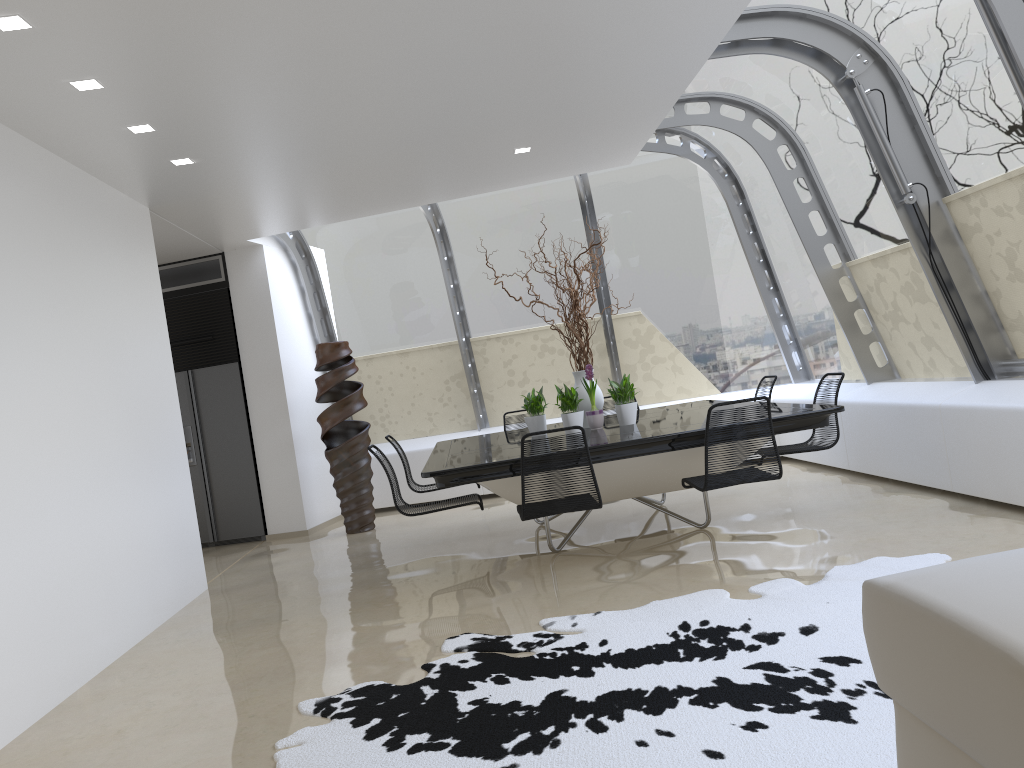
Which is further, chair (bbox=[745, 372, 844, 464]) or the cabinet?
the cabinet

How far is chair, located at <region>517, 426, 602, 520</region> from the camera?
4.7 meters

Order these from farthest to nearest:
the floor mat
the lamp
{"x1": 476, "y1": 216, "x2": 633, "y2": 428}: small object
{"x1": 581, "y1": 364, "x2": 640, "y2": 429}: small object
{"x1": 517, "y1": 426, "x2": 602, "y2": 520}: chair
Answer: {"x1": 476, "y1": 216, "x2": 633, "y2": 428}: small object
{"x1": 581, "y1": 364, "x2": 640, "y2": 429}: small object
{"x1": 517, "y1": 426, "x2": 602, "y2": 520}: chair
the lamp
the floor mat

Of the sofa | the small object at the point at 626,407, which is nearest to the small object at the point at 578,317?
the small object at the point at 626,407

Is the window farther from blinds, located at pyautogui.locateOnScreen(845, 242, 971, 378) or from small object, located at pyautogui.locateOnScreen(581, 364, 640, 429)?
small object, located at pyautogui.locateOnScreen(581, 364, 640, 429)

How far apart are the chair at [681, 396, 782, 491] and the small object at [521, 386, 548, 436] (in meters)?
1.66

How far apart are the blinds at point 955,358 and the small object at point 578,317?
2.3m

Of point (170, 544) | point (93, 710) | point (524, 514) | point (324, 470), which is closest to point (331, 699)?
point (93, 710)

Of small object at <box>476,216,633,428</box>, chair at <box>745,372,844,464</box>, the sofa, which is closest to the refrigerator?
small object at <box>476,216,633,428</box>

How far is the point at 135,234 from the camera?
6.30m
